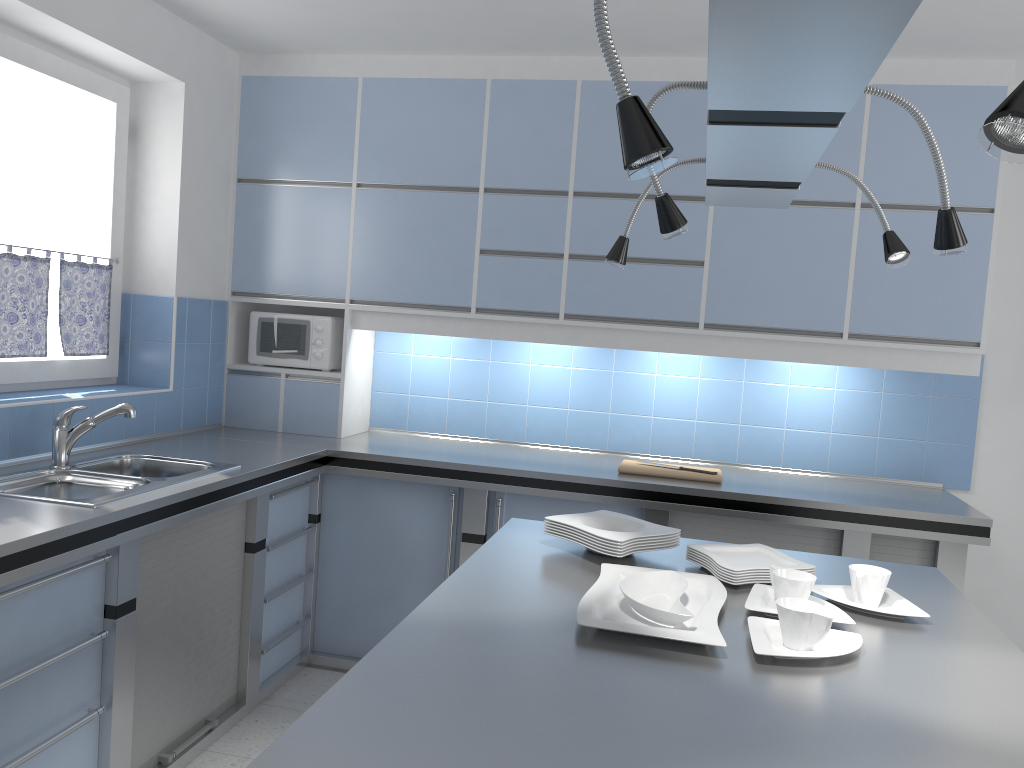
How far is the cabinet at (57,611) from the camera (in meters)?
2.35

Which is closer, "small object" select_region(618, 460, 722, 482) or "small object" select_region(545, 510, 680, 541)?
"small object" select_region(545, 510, 680, 541)

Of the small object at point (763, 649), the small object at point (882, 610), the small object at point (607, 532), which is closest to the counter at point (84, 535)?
the small object at point (607, 532)

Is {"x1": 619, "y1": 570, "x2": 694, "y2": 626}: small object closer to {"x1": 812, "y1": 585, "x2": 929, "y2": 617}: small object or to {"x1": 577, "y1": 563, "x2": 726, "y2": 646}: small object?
{"x1": 577, "y1": 563, "x2": 726, "y2": 646}: small object

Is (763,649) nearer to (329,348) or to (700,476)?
(700,476)

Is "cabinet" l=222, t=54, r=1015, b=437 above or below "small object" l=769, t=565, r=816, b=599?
above

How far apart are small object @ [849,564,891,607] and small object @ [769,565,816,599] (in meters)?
0.11

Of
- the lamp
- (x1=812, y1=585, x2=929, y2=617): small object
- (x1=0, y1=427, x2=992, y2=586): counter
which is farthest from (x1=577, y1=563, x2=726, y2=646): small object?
(x1=0, y1=427, x2=992, y2=586): counter

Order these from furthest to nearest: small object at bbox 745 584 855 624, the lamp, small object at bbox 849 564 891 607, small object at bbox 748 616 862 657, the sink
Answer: the sink
small object at bbox 849 564 891 607
small object at bbox 745 584 855 624
small object at bbox 748 616 862 657
the lamp

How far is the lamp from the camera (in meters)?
0.83
